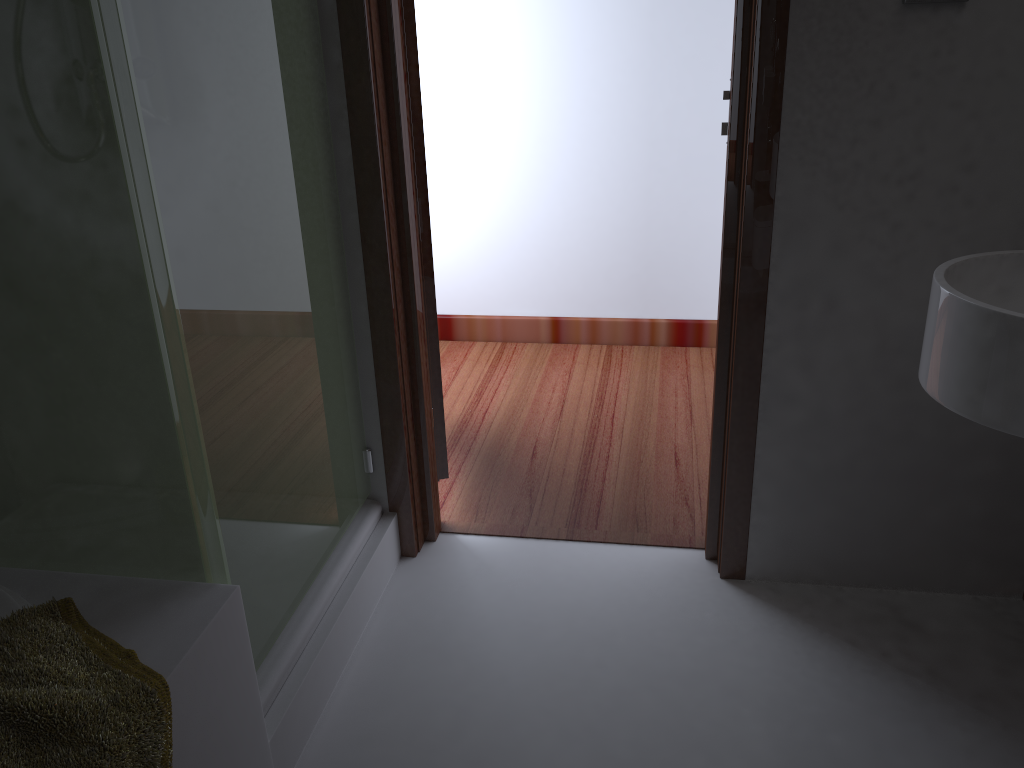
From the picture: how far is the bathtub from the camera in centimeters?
129cm

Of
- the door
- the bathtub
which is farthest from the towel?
the door

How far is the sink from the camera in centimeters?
119cm

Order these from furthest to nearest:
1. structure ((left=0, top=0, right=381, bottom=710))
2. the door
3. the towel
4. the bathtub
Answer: the door
the bathtub
structure ((left=0, top=0, right=381, bottom=710))
the towel

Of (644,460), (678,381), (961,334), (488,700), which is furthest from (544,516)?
(961,334)

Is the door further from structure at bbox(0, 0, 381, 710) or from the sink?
→ the sink

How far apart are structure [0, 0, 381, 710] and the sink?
1.1m

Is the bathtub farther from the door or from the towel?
the door

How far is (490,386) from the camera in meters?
3.2 m

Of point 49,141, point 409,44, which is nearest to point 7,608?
point 49,141
